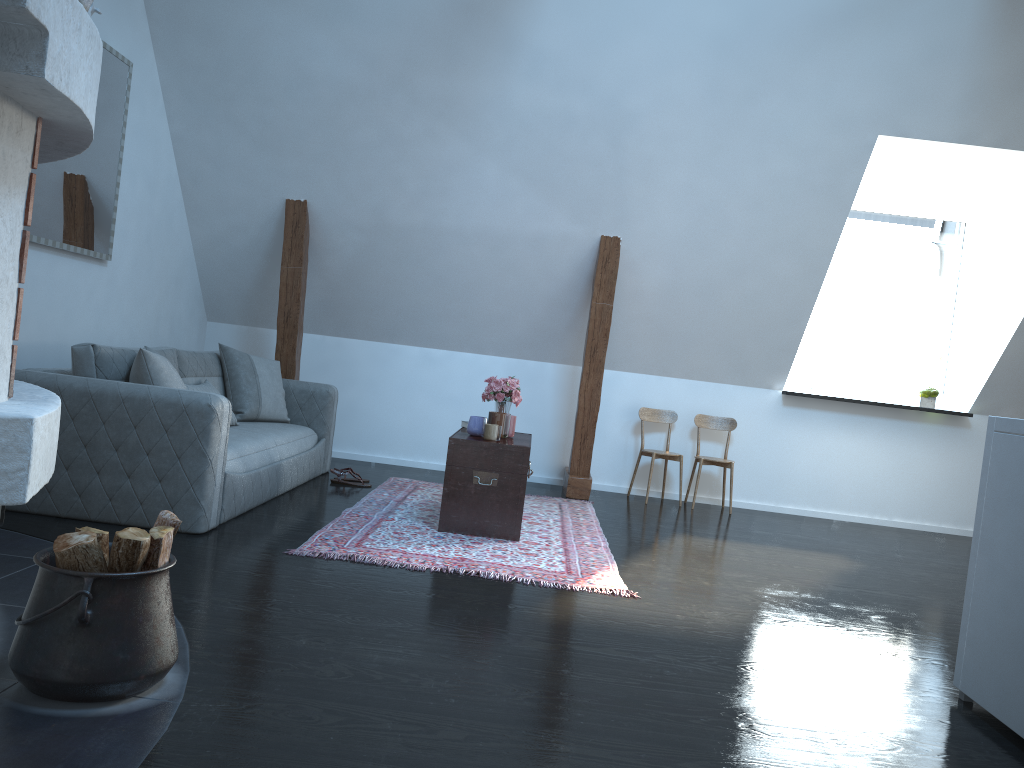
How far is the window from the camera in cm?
707

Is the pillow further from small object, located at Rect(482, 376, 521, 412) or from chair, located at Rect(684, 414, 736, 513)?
chair, located at Rect(684, 414, 736, 513)

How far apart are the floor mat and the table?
0.0 meters

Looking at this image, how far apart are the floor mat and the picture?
2.1 meters

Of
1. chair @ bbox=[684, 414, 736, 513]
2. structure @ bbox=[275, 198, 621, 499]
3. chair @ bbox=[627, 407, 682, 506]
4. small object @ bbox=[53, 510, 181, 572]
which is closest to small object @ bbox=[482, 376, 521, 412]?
structure @ bbox=[275, 198, 621, 499]

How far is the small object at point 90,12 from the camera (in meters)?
2.25

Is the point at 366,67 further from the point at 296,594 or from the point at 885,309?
the point at 885,309

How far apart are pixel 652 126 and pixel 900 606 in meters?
3.2

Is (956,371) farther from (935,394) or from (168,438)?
(168,438)

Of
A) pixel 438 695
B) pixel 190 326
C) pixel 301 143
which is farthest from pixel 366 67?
pixel 438 695
